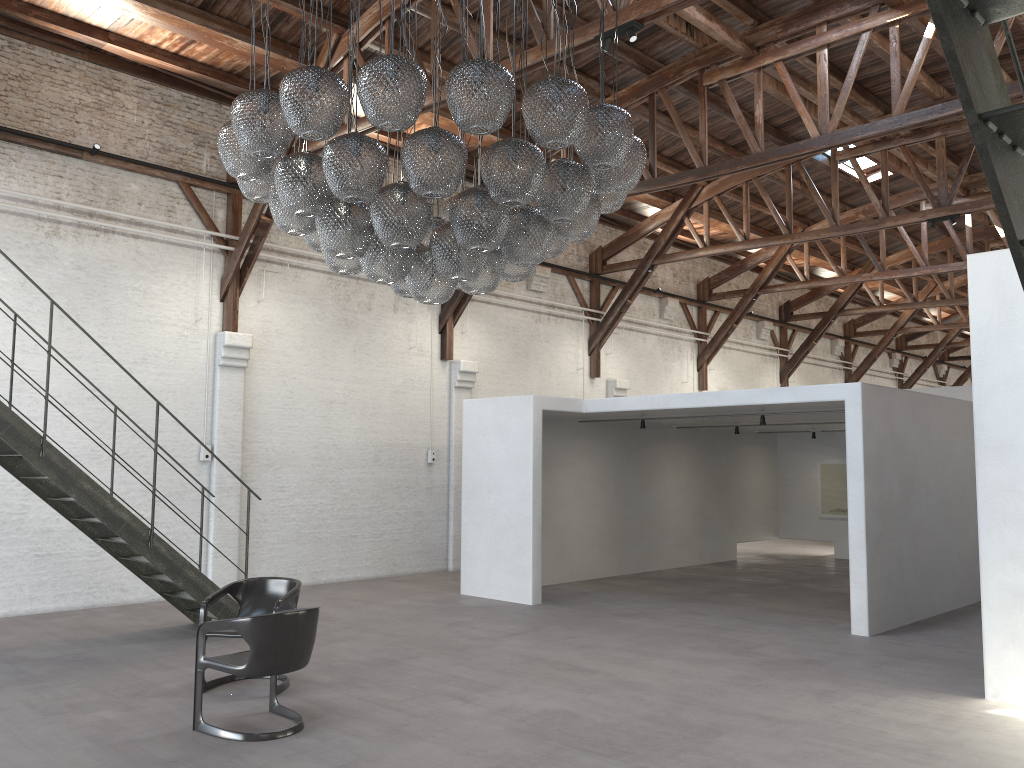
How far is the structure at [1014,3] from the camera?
1.6m

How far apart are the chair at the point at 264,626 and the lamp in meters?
2.0

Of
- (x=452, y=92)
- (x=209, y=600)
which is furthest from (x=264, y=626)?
(x=452, y=92)

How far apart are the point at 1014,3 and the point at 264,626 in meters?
4.8

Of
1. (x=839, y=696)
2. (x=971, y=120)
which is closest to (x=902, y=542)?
(x=839, y=696)

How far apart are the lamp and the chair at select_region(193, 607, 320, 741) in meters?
2.0

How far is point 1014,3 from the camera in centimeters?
160cm

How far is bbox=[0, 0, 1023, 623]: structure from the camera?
1.6m

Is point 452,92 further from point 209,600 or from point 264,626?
point 209,600

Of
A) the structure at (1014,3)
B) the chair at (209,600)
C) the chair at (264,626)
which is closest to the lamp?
the chair at (264,626)
